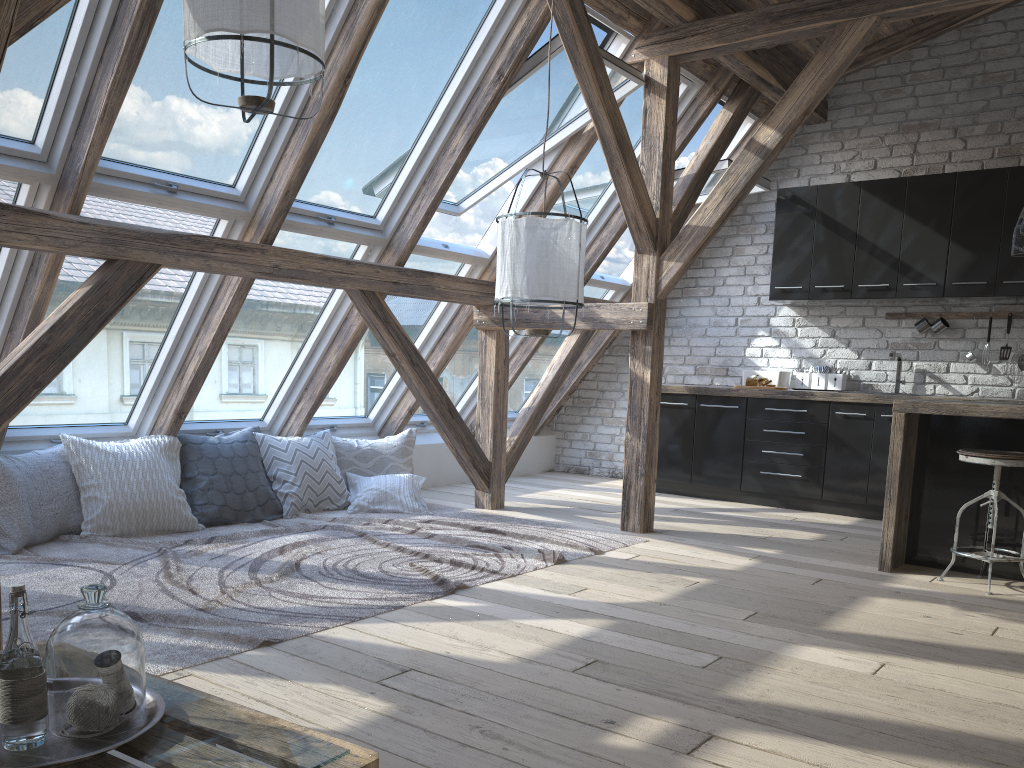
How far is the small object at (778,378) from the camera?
6.6m

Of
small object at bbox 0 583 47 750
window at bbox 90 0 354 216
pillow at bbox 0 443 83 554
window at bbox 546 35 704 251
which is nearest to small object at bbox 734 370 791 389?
window at bbox 546 35 704 251

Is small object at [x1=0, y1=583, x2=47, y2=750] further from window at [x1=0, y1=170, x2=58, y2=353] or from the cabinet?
the cabinet

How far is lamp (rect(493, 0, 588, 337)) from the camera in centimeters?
375cm

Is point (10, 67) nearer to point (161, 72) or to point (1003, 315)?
point (161, 72)

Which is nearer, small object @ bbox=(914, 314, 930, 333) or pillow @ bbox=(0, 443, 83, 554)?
pillow @ bbox=(0, 443, 83, 554)

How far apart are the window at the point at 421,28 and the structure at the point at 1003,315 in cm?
369

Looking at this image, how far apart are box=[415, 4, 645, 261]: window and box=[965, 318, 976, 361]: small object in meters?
3.0

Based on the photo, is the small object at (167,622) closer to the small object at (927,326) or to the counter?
the counter

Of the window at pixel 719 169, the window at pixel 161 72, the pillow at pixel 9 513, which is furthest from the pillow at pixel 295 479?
the window at pixel 719 169
